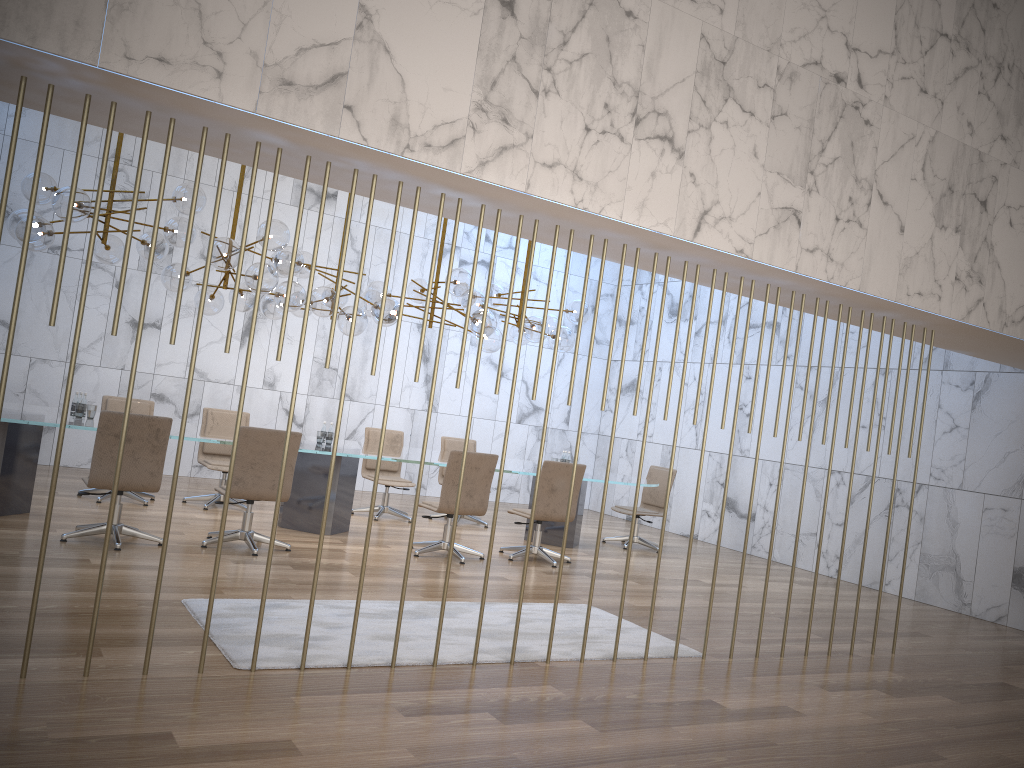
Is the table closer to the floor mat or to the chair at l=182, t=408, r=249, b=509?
the chair at l=182, t=408, r=249, b=509

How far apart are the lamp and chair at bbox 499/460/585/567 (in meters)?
1.37

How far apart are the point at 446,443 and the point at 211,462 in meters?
2.9

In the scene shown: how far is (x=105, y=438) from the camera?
6.4m

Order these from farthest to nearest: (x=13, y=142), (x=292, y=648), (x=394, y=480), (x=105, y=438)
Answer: (x=394, y=480)
(x=105, y=438)
(x=292, y=648)
(x=13, y=142)

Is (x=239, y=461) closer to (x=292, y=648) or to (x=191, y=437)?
(x=191, y=437)

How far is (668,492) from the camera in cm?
543

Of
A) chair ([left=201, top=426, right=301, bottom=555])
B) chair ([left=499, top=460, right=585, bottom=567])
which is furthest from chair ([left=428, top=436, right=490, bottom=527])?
chair ([left=201, top=426, right=301, bottom=555])

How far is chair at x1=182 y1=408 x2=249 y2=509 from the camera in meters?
9.1 m

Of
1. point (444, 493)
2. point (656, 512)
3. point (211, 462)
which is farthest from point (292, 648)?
point (656, 512)
